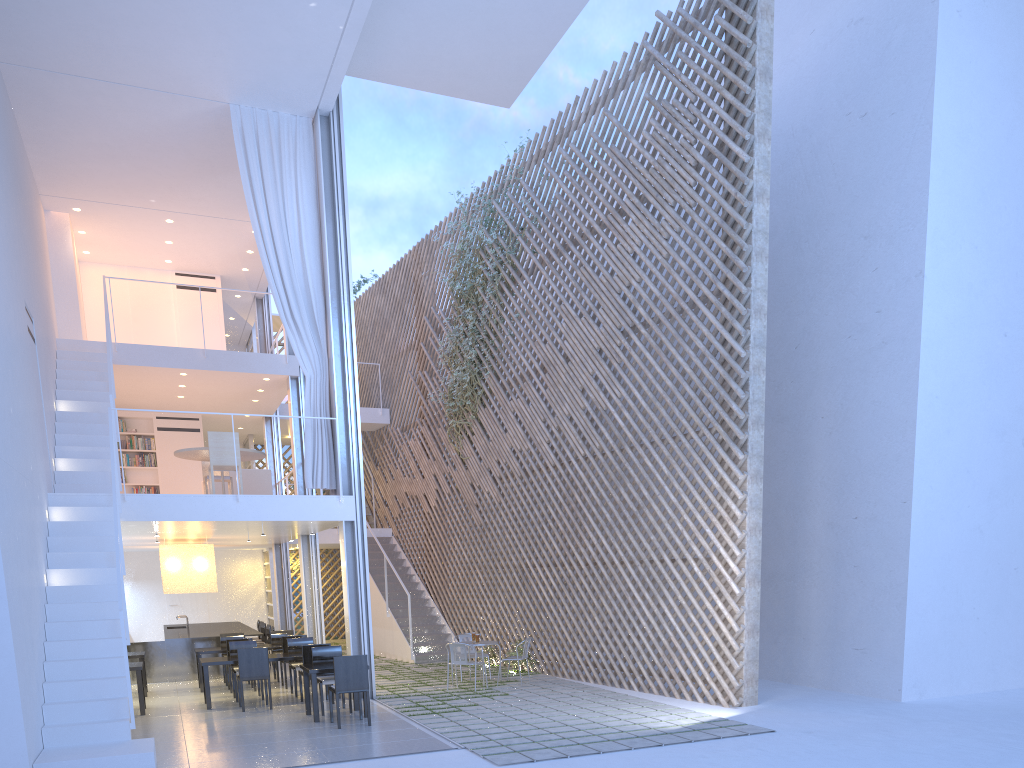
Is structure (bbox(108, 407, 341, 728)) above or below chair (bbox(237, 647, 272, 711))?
above

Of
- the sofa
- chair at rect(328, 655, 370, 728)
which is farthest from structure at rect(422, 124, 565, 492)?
chair at rect(328, 655, 370, 728)

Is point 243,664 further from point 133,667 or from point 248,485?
point 248,485

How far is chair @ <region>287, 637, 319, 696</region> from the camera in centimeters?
581cm

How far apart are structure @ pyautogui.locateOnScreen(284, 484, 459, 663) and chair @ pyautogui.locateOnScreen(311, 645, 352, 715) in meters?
2.6 m

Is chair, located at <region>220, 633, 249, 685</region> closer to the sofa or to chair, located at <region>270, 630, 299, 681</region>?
chair, located at <region>270, 630, 299, 681</region>

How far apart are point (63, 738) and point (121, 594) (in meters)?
0.59

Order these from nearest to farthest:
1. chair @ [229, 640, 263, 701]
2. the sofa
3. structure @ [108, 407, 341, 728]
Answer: structure @ [108, 407, 341, 728], chair @ [229, 640, 263, 701], the sofa

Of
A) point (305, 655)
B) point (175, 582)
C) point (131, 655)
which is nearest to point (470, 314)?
point (175, 582)

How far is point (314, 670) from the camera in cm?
464
